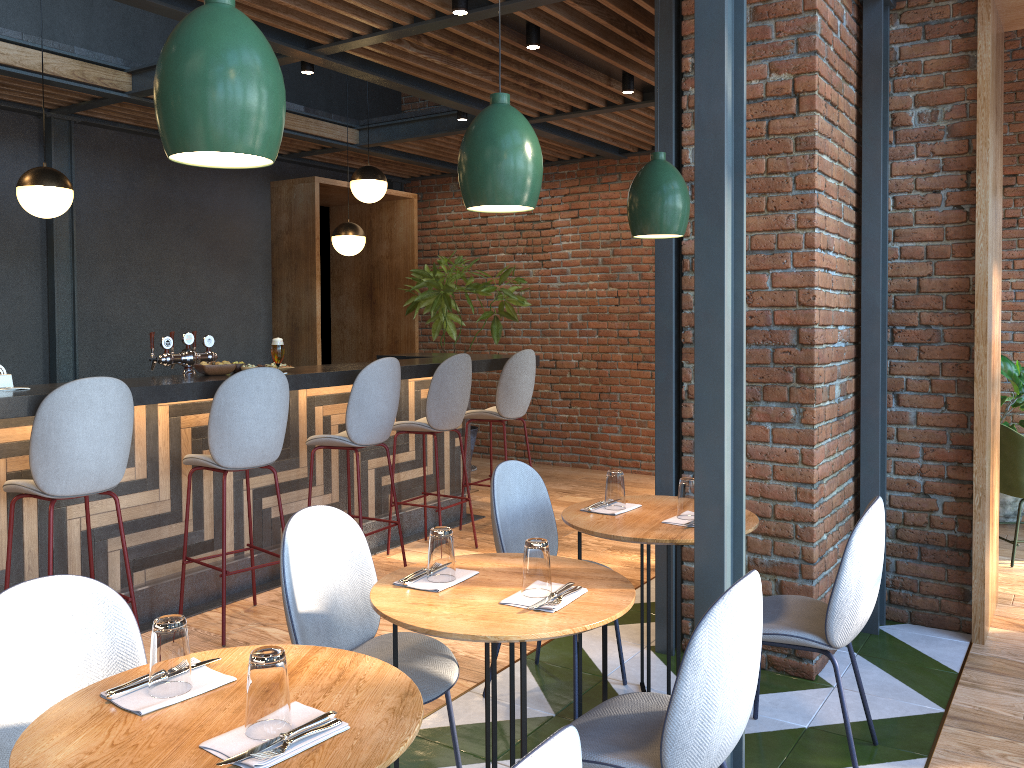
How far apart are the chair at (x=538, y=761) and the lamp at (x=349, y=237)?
6.0 meters

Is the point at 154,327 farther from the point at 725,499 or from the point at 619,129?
the point at 725,499

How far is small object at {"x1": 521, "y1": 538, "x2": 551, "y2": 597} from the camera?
2.3 meters

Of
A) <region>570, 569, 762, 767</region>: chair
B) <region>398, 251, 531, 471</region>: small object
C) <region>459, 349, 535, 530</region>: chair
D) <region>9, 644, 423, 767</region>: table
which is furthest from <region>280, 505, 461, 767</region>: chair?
<region>398, 251, 531, 471</region>: small object

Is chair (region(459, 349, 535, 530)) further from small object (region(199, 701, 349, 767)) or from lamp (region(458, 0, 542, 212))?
small object (region(199, 701, 349, 767))

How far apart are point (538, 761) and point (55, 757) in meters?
0.9

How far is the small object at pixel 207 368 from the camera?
4.4m

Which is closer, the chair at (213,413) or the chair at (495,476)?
the chair at (495,476)

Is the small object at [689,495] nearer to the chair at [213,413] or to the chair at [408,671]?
the chair at [408,671]

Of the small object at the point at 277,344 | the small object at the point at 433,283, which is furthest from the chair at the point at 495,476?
the small object at the point at 433,283
